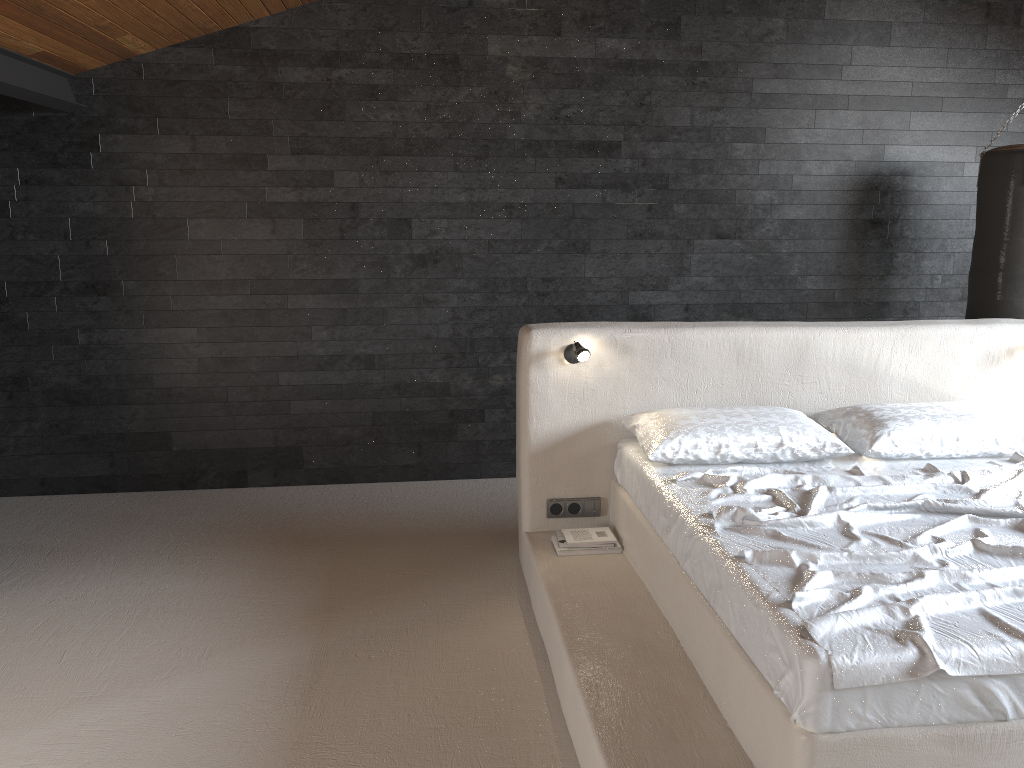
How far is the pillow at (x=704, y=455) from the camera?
3.5 meters

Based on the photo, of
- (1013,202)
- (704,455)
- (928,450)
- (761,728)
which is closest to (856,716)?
(761,728)

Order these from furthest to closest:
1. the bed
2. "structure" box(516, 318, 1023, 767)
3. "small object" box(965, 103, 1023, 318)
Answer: "small object" box(965, 103, 1023, 318), "structure" box(516, 318, 1023, 767), the bed

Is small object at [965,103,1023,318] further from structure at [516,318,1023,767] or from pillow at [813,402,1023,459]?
pillow at [813,402,1023,459]

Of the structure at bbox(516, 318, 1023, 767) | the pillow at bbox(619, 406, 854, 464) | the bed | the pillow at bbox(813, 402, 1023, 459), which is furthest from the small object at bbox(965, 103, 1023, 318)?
the pillow at bbox(619, 406, 854, 464)

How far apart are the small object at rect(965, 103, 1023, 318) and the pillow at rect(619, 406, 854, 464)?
1.9 meters

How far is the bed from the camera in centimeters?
205cm

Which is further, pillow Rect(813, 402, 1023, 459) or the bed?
pillow Rect(813, 402, 1023, 459)

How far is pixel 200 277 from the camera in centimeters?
494cm

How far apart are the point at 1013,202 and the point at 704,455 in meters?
2.6
